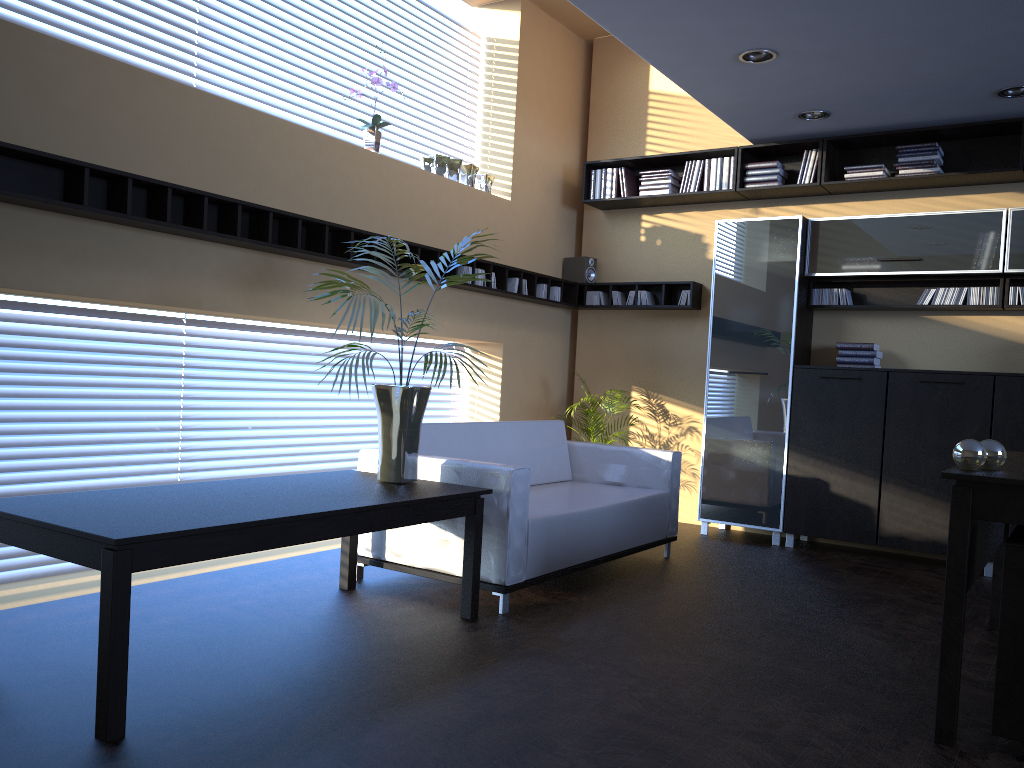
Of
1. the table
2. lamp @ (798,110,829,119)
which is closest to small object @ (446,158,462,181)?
lamp @ (798,110,829,119)

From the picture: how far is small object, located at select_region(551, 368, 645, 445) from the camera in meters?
7.0 m

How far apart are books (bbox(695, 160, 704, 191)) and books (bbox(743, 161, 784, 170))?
0.4m

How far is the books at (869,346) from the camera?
6.3 meters

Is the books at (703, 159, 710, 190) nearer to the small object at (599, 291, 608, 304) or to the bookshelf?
the bookshelf

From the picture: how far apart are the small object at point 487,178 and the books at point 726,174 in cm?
183

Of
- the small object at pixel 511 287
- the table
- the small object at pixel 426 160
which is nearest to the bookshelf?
the small object at pixel 511 287

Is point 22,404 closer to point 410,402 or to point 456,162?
point 410,402

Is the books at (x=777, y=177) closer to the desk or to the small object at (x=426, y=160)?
the small object at (x=426, y=160)

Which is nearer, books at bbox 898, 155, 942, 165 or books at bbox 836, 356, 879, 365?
books at bbox 898, 155, 942, 165
